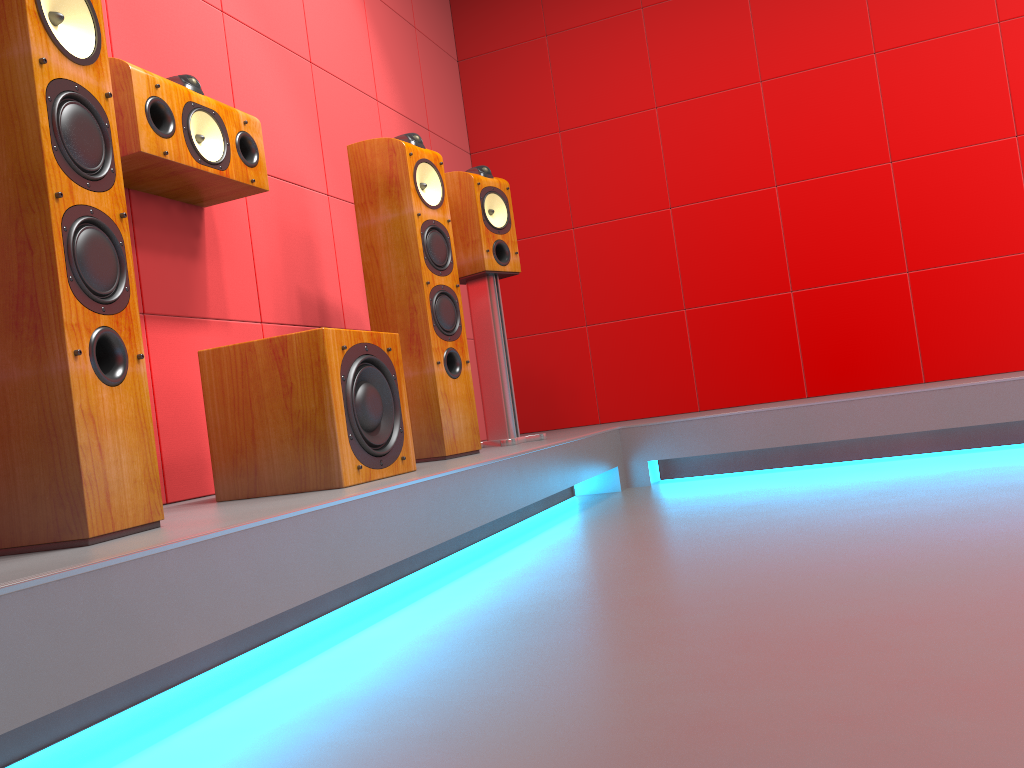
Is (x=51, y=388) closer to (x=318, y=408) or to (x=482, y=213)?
(x=318, y=408)

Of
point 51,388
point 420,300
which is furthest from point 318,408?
point 420,300

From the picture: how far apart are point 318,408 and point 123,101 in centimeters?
86cm

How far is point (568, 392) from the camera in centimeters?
452cm

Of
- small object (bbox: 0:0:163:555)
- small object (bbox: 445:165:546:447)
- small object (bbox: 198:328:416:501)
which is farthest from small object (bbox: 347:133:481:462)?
small object (bbox: 0:0:163:555)

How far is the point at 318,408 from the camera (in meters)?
1.98

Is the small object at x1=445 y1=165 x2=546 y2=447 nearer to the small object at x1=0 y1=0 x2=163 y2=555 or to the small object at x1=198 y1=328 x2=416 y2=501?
the small object at x1=198 y1=328 x2=416 y2=501

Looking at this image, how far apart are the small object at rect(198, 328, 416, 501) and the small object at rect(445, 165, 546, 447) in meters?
1.0

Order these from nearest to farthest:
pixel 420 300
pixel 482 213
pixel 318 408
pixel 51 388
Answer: pixel 51 388, pixel 318 408, pixel 420 300, pixel 482 213

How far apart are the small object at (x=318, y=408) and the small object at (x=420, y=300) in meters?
0.4
